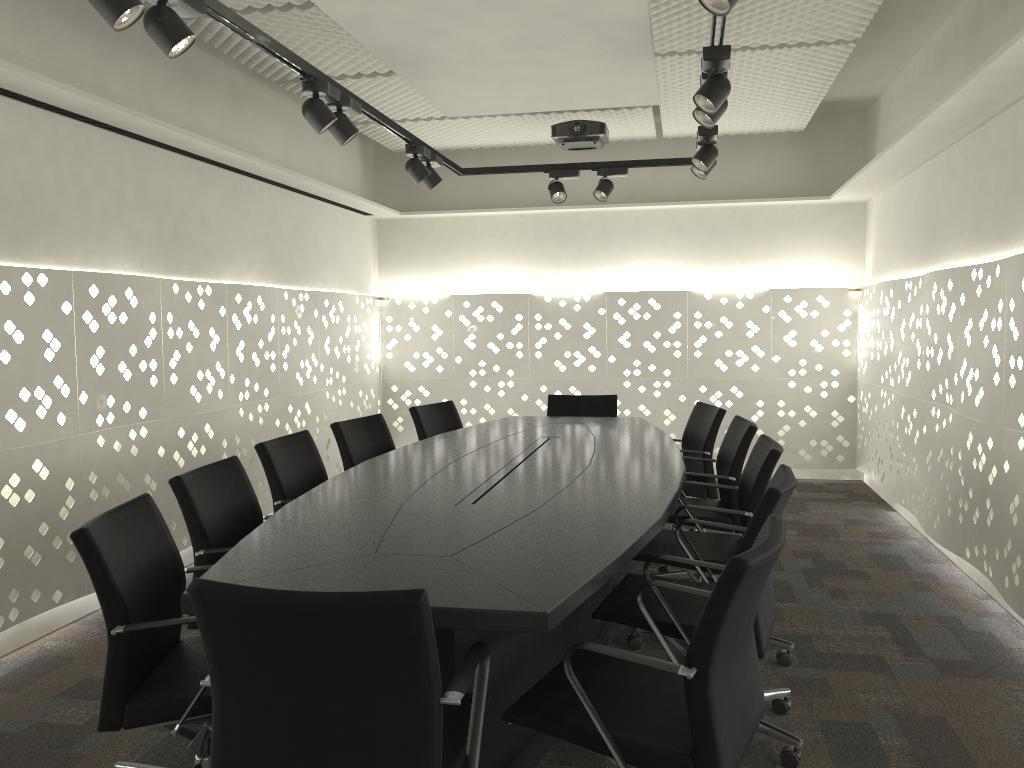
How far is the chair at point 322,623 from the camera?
1.4m

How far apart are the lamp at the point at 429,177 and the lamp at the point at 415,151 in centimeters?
11cm

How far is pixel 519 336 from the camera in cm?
679

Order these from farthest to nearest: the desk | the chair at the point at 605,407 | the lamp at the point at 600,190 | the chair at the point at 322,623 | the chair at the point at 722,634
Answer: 1. the chair at the point at 605,407
2. the lamp at the point at 600,190
3. the desk
4. the chair at the point at 722,634
5. the chair at the point at 322,623

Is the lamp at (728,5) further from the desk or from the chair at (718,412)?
the chair at (718,412)

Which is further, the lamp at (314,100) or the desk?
the lamp at (314,100)

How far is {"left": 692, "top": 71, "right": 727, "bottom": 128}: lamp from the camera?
3.2m

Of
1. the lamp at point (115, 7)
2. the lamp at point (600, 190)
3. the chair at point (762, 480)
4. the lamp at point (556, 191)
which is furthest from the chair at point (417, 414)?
the lamp at point (115, 7)

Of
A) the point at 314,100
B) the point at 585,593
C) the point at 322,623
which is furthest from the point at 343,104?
the point at 322,623

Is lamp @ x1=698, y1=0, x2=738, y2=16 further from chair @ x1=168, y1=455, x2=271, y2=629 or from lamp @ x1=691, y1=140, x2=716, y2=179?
lamp @ x1=691, y1=140, x2=716, y2=179
